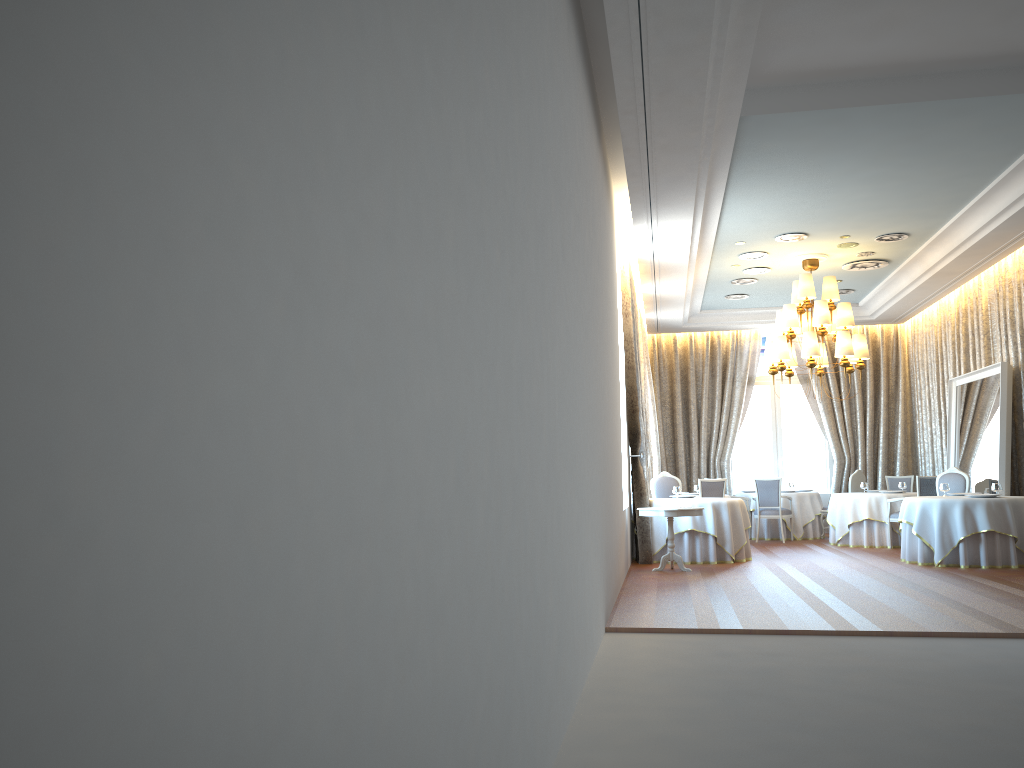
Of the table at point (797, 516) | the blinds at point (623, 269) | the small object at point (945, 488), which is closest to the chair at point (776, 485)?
the table at point (797, 516)

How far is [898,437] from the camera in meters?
17.1 m

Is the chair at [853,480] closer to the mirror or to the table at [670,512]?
the mirror

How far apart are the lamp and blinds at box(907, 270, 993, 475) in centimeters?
199cm

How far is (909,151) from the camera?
8.79m

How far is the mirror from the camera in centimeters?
1182cm

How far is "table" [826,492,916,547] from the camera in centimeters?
1385cm

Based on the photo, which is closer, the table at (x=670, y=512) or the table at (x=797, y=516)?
the table at (x=670, y=512)

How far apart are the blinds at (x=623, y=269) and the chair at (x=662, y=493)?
1.4m

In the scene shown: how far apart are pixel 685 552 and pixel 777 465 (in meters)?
6.94
